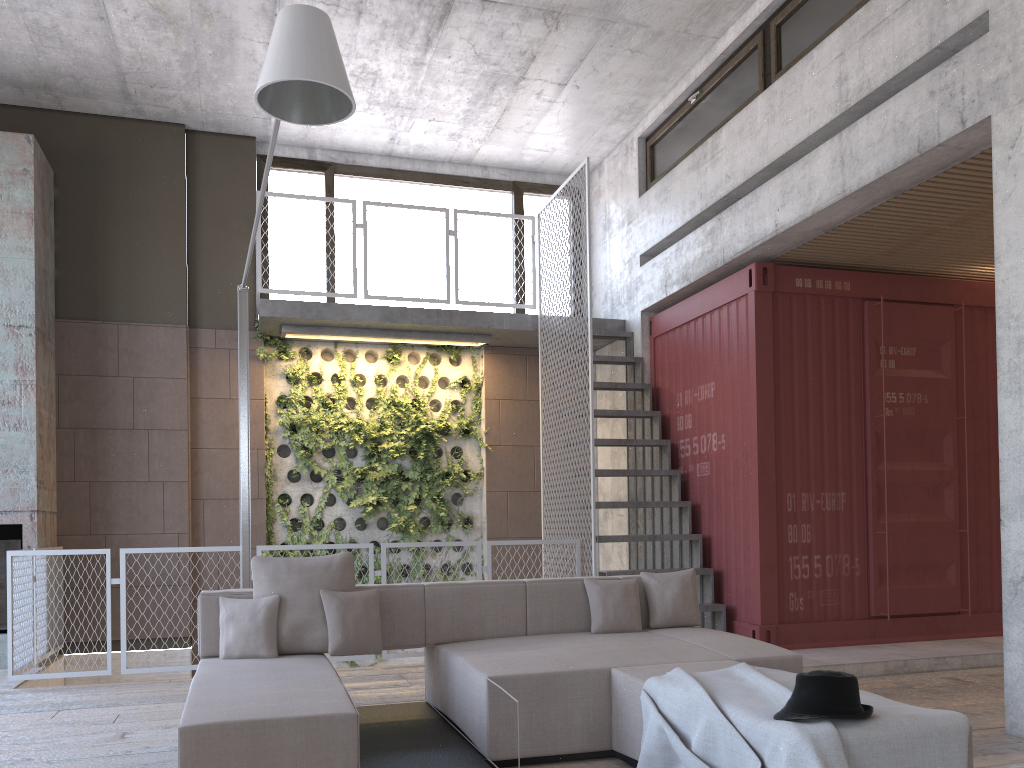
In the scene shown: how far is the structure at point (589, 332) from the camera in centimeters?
756cm

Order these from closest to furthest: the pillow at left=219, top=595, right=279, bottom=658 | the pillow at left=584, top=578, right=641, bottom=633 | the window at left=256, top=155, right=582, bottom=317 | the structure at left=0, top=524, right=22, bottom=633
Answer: the pillow at left=219, top=595, right=279, bottom=658, the pillow at left=584, top=578, right=641, bottom=633, the structure at left=0, top=524, right=22, bottom=633, the window at left=256, top=155, right=582, bottom=317

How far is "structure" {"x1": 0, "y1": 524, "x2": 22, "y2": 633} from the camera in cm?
735

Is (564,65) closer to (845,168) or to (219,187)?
(845,168)

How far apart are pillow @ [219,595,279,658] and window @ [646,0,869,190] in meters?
5.3 m

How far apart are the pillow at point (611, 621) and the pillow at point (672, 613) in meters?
0.1

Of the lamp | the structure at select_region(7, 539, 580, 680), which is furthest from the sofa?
the structure at select_region(7, 539, 580, 680)

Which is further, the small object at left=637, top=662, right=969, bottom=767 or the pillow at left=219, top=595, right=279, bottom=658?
the pillow at left=219, top=595, right=279, bottom=658

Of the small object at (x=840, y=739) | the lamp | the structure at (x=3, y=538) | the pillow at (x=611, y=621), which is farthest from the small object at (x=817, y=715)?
the structure at (x=3, y=538)

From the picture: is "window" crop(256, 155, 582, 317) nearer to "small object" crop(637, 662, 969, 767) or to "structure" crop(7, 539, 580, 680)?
"structure" crop(7, 539, 580, 680)
